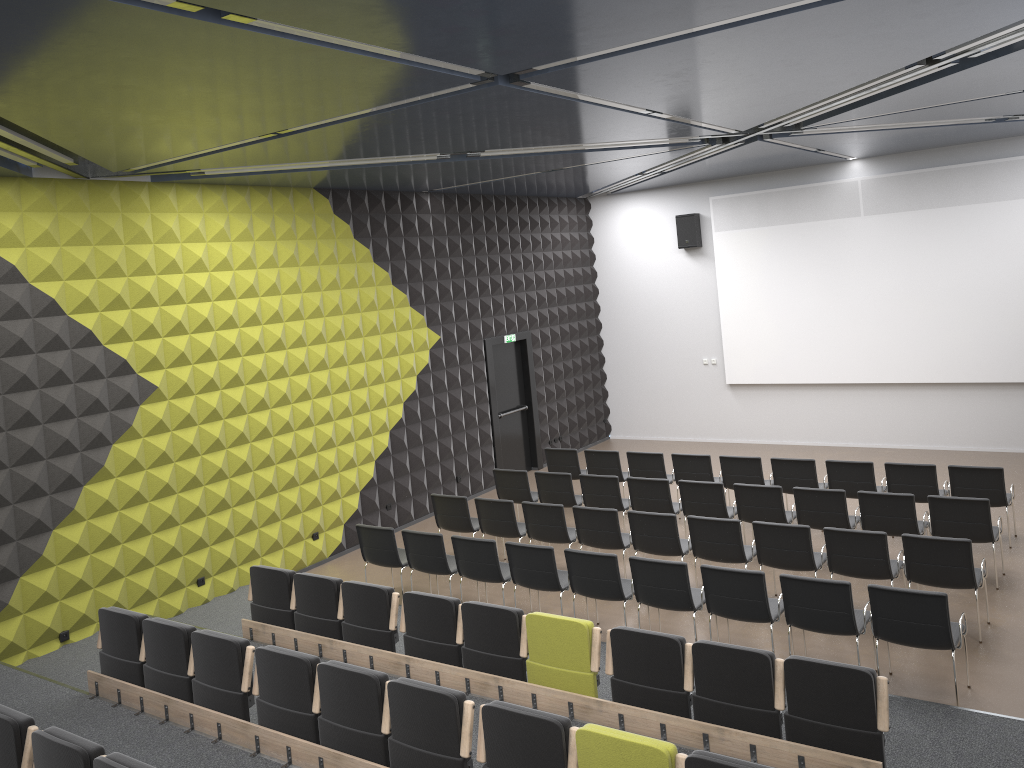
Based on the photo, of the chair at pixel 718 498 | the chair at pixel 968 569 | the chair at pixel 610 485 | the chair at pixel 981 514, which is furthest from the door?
the chair at pixel 968 569

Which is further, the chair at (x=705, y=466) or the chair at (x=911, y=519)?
the chair at (x=705, y=466)

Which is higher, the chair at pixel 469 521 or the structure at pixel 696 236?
the structure at pixel 696 236

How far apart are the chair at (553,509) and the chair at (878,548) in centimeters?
288cm

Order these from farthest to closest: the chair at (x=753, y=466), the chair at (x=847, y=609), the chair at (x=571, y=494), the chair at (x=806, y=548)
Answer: the chair at (x=571, y=494)
the chair at (x=753, y=466)
the chair at (x=806, y=548)
the chair at (x=847, y=609)

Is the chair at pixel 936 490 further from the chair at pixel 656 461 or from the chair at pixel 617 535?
the chair at pixel 617 535

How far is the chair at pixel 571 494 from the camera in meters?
11.4

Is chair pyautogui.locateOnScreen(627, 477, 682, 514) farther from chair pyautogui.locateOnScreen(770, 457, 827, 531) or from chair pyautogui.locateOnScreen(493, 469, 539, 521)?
chair pyautogui.locateOnScreen(493, 469, 539, 521)

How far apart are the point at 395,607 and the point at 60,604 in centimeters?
368cm

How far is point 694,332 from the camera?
16.5m
